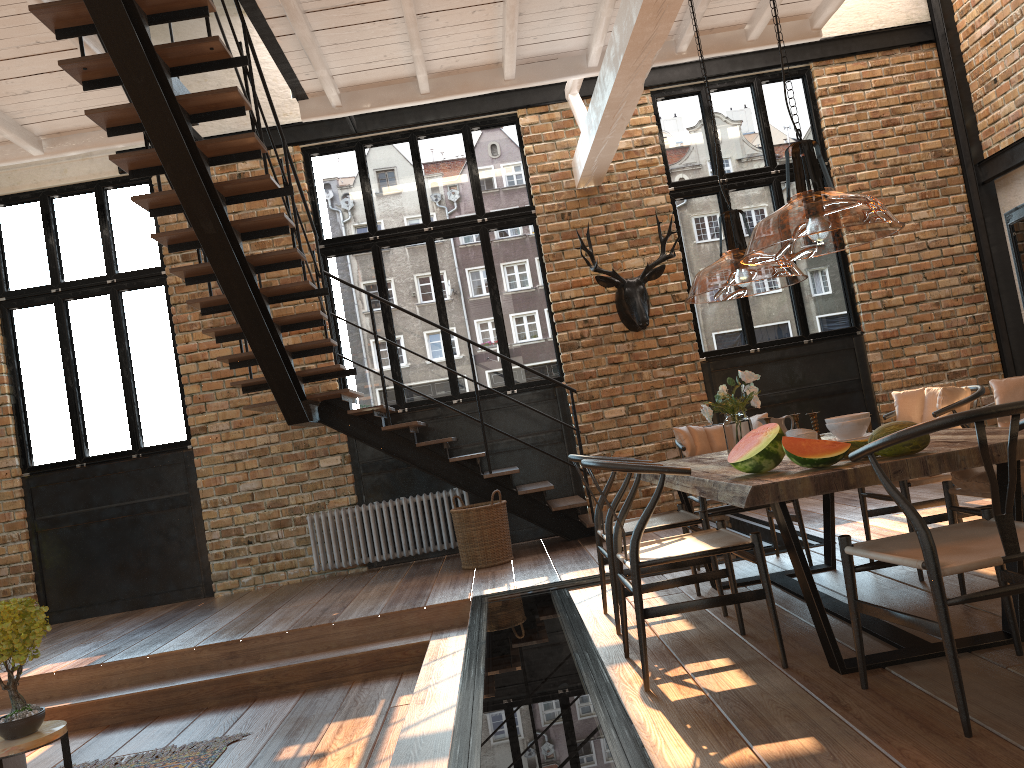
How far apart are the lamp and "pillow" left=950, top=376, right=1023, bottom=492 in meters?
0.8

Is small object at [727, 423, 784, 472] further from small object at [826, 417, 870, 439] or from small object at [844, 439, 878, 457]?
small object at [826, 417, 870, 439]

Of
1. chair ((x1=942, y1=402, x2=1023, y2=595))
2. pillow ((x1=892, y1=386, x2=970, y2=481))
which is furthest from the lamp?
chair ((x1=942, y1=402, x2=1023, y2=595))

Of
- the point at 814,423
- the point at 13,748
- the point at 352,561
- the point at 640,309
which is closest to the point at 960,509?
the point at 814,423

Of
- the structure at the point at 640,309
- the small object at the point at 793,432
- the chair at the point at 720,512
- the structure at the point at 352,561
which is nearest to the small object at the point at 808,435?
the small object at the point at 793,432

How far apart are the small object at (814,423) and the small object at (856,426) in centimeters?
48cm

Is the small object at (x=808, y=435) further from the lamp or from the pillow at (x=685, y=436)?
the pillow at (x=685, y=436)

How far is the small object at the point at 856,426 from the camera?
3.6 meters

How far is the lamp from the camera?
2.9 meters

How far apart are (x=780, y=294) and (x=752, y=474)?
5.86m
